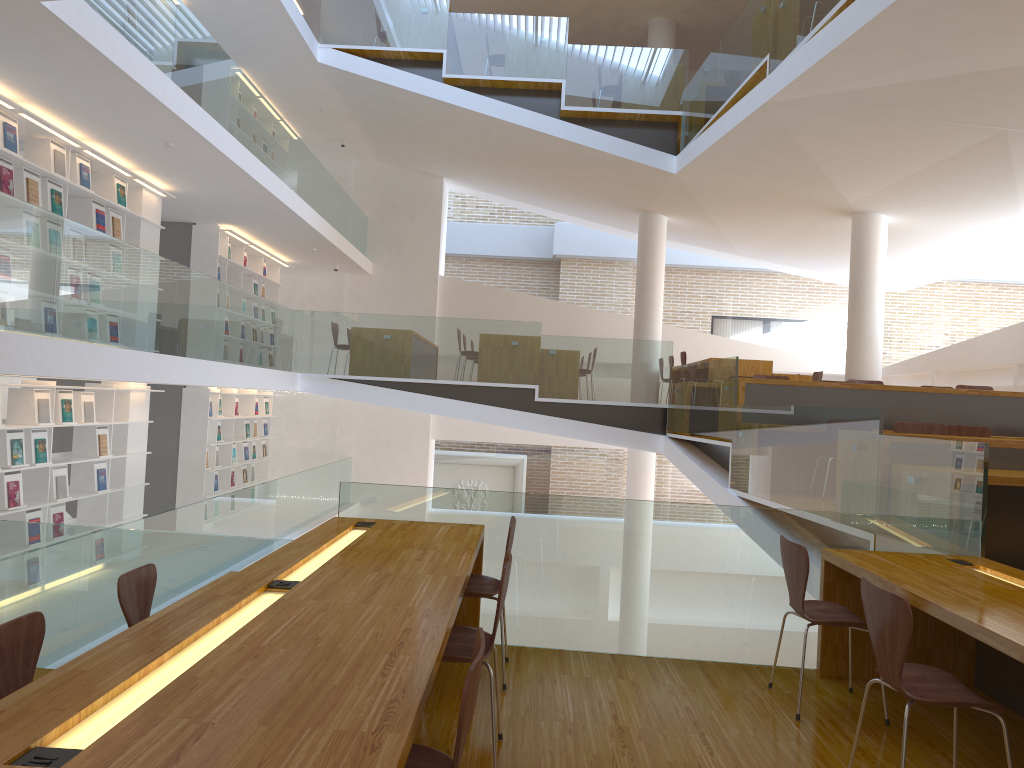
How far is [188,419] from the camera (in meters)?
11.15

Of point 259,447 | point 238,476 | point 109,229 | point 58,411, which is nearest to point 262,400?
point 259,447

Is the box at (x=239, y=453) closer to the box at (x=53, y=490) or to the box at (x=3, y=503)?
the box at (x=53, y=490)

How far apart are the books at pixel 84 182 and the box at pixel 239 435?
5.51m

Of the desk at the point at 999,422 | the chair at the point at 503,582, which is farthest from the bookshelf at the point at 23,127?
the desk at the point at 999,422

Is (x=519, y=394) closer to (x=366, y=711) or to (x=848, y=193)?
(x=848, y=193)

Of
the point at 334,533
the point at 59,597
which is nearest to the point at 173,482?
the point at 59,597

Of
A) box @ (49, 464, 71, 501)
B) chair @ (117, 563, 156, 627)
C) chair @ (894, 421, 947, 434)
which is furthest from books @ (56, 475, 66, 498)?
chair @ (894, 421, 947, 434)

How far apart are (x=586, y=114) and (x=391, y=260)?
5.3 meters

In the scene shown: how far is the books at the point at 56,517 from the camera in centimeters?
764cm
